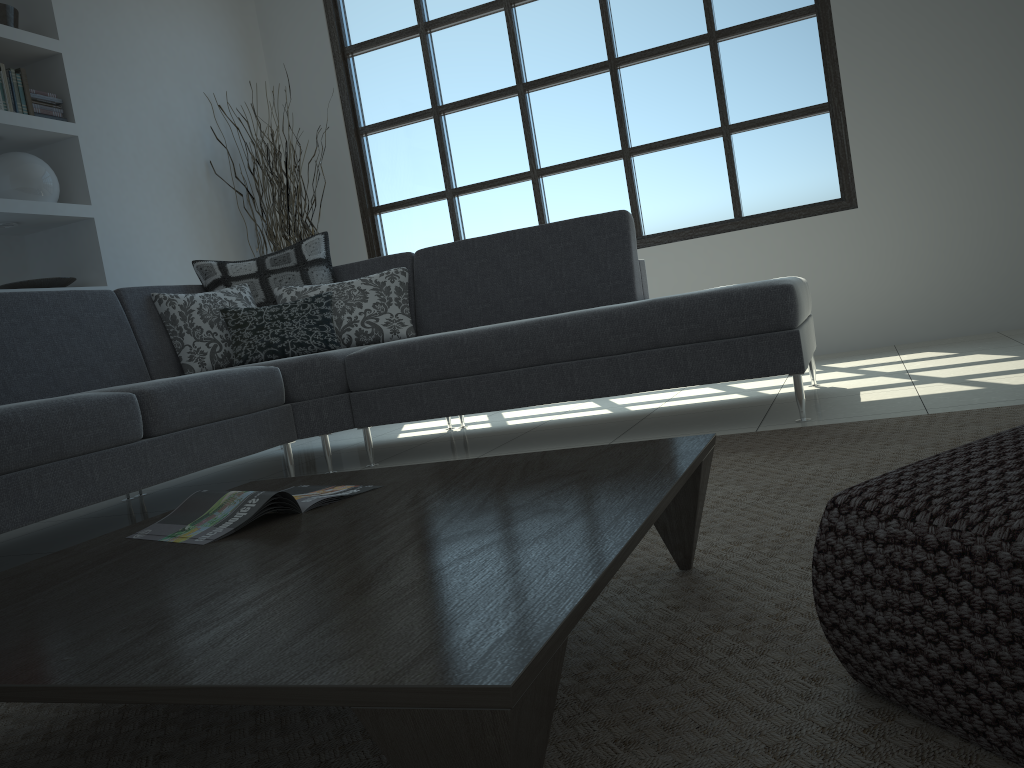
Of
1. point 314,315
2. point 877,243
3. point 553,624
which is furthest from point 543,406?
point 553,624

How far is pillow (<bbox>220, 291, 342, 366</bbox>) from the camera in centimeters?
368cm

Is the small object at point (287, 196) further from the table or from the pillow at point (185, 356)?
the table

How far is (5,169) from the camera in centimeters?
421cm

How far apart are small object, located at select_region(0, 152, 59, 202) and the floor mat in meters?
3.5 m

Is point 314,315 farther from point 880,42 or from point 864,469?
point 880,42

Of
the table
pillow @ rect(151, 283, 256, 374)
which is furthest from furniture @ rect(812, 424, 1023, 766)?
pillow @ rect(151, 283, 256, 374)

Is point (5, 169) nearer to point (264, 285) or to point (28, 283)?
point (28, 283)

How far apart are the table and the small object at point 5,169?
3.2m

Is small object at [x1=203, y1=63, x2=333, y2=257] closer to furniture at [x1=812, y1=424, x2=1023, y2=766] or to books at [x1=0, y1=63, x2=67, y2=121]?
books at [x1=0, y1=63, x2=67, y2=121]
